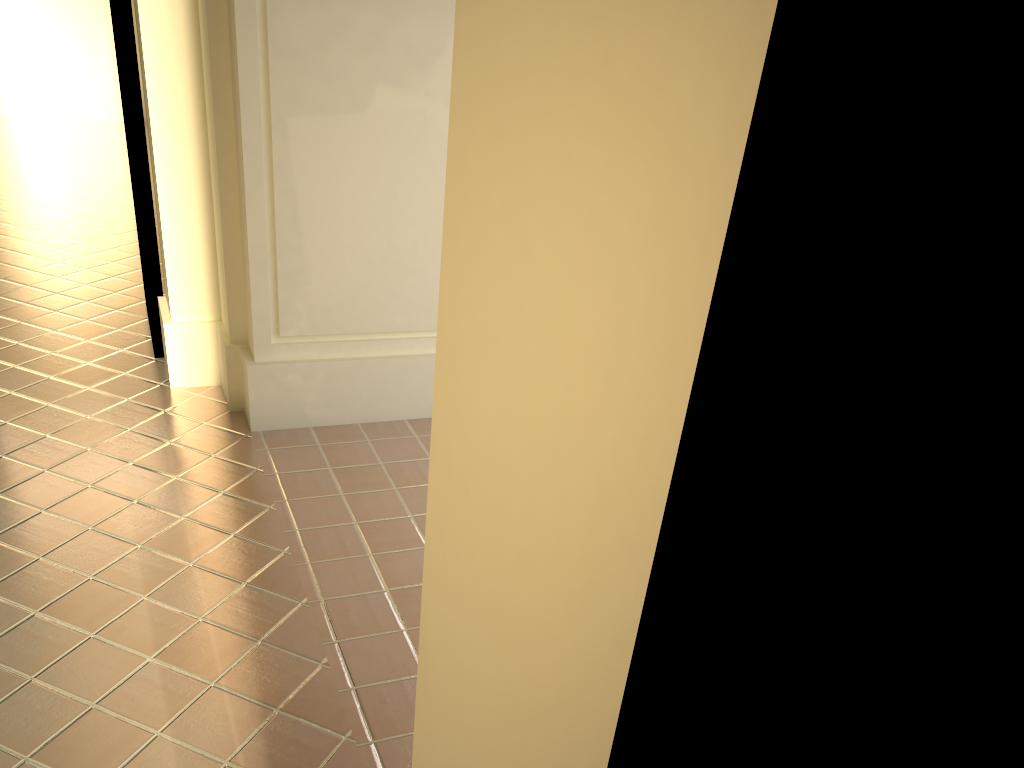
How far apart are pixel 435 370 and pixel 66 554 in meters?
3.9

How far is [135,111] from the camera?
5.50m

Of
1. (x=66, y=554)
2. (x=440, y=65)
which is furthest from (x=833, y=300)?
(x=440, y=65)
